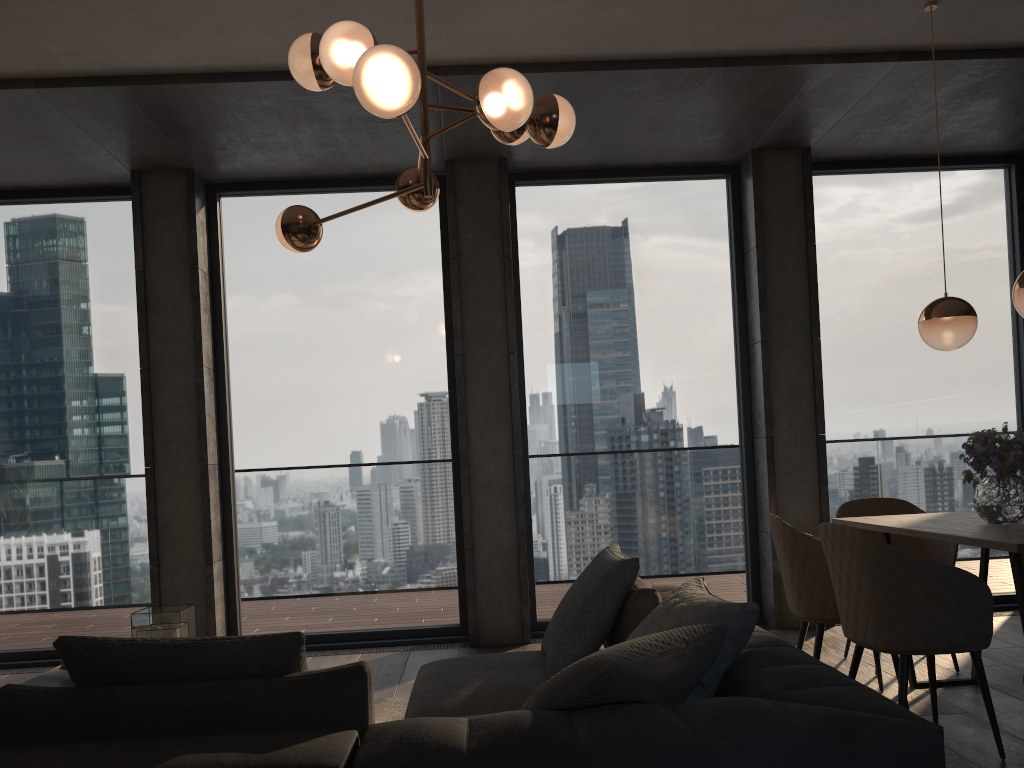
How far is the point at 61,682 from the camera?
3.5m

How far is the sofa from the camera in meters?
1.6 m

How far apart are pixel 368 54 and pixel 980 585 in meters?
2.6 m

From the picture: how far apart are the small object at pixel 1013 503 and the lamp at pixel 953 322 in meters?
0.5 m

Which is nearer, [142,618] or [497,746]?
[497,746]

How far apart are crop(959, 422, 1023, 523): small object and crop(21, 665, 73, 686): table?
3.65m

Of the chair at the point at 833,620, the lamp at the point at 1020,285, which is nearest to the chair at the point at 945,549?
the chair at the point at 833,620

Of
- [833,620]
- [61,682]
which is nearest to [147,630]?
[61,682]

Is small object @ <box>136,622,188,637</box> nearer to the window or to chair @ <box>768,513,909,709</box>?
the window

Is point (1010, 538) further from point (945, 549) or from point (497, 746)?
point (497, 746)
